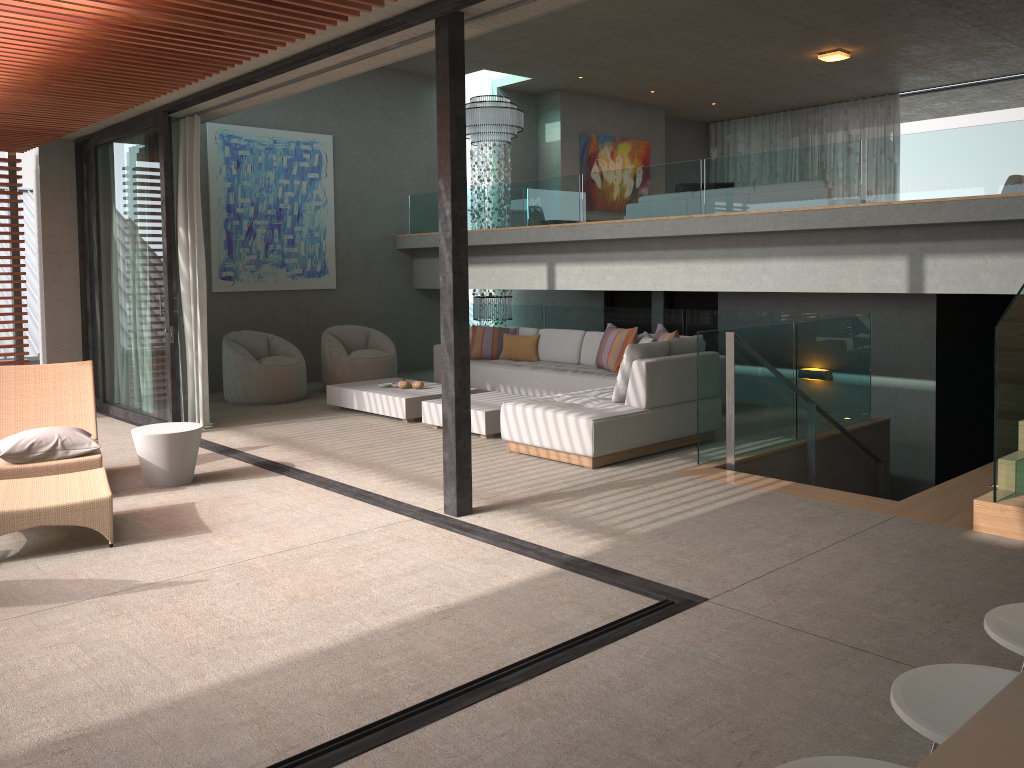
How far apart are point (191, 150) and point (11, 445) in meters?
3.6 m

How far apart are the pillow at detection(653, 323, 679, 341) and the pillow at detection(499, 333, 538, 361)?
1.82m

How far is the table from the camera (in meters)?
6.06

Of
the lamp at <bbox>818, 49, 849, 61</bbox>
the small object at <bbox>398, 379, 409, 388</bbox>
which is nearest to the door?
the lamp at <bbox>818, 49, 849, 61</bbox>

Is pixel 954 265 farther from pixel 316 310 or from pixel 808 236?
pixel 316 310

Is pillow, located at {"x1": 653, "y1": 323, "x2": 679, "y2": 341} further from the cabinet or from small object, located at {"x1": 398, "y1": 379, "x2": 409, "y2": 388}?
the cabinet

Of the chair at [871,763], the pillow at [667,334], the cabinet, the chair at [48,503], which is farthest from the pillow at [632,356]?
the cabinet

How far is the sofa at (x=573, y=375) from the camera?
8.88m

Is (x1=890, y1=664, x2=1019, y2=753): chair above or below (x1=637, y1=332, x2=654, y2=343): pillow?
below

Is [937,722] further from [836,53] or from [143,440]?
[836,53]
